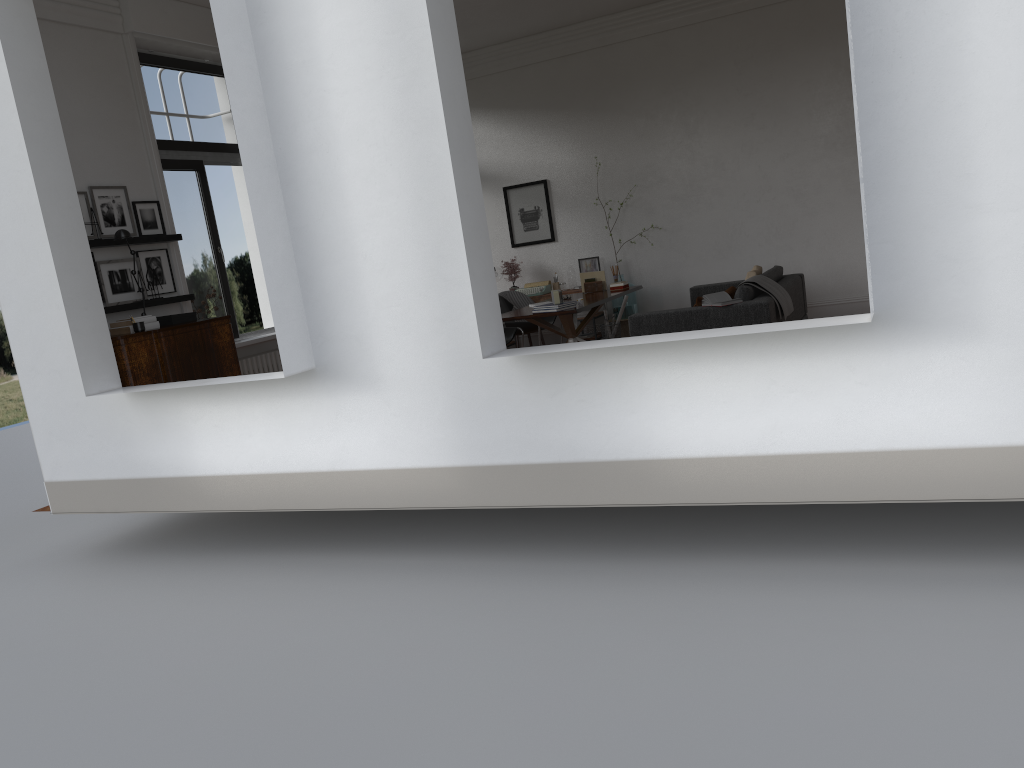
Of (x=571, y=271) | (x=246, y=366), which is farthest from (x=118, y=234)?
(x=571, y=271)

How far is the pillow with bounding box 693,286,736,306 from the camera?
7.9 meters

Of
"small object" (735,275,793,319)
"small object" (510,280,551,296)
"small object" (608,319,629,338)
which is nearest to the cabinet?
"small object" (735,275,793,319)

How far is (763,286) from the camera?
7.9 meters

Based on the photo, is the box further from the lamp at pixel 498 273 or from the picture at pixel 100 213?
the lamp at pixel 498 273

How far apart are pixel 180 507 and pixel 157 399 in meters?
0.8

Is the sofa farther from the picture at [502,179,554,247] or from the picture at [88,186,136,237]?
the picture at [88,186,136,237]

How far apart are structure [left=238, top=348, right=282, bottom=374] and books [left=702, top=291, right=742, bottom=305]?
4.4 meters

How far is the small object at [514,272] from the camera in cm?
1186

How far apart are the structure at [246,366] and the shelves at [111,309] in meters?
1.1 m
